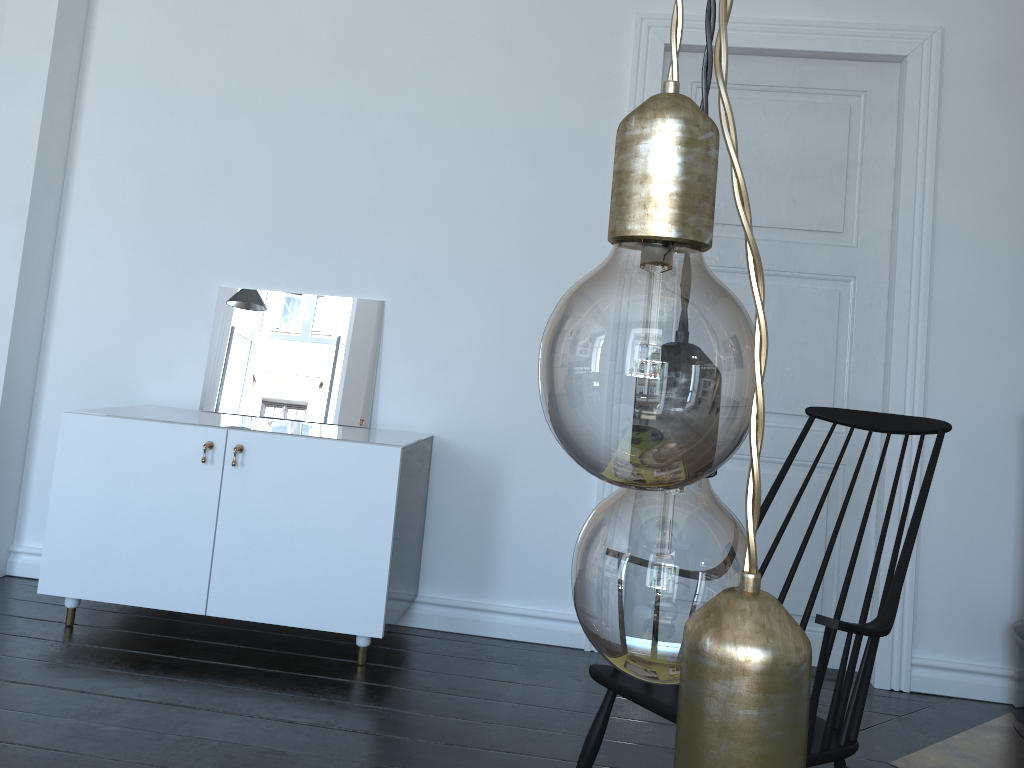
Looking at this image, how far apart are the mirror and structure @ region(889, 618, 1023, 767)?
2.16m

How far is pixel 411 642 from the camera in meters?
3.3 m

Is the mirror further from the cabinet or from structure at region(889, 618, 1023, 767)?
structure at region(889, 618, 1023, 767)

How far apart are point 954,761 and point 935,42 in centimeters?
249cm

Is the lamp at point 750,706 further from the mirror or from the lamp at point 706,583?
the mirror

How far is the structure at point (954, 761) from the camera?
2.7m

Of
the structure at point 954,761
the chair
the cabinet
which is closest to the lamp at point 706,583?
the chair

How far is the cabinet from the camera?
3.0 meters

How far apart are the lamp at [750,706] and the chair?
1.53m

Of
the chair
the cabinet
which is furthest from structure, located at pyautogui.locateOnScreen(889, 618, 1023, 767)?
the cabinet
